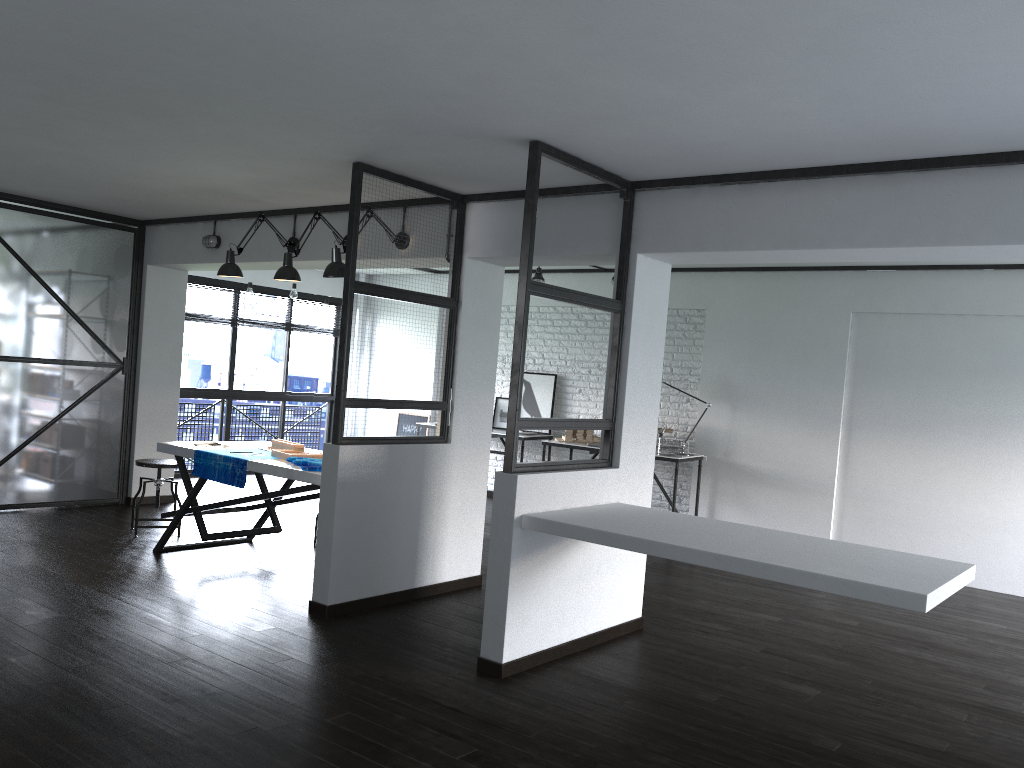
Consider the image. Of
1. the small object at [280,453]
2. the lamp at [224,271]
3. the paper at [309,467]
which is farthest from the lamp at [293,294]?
the paper at [309,467]

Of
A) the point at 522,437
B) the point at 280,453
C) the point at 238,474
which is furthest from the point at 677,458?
the point at 238,474

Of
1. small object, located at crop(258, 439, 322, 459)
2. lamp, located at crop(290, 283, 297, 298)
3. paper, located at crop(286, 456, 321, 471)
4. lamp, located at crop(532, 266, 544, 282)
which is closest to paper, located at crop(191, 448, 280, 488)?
small object, located at crop(258, 439, 322, 459)

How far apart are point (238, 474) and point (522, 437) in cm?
384

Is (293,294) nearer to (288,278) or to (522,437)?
(522,437)

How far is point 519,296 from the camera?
3.81m

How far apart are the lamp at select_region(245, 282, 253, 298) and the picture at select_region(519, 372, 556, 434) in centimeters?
286cm

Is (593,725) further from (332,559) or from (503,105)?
(503,105)

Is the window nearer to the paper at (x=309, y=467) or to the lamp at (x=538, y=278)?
the lamp at (x=538, y=278)

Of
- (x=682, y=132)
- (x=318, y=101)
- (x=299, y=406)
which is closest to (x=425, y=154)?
(x=318, y=101)
